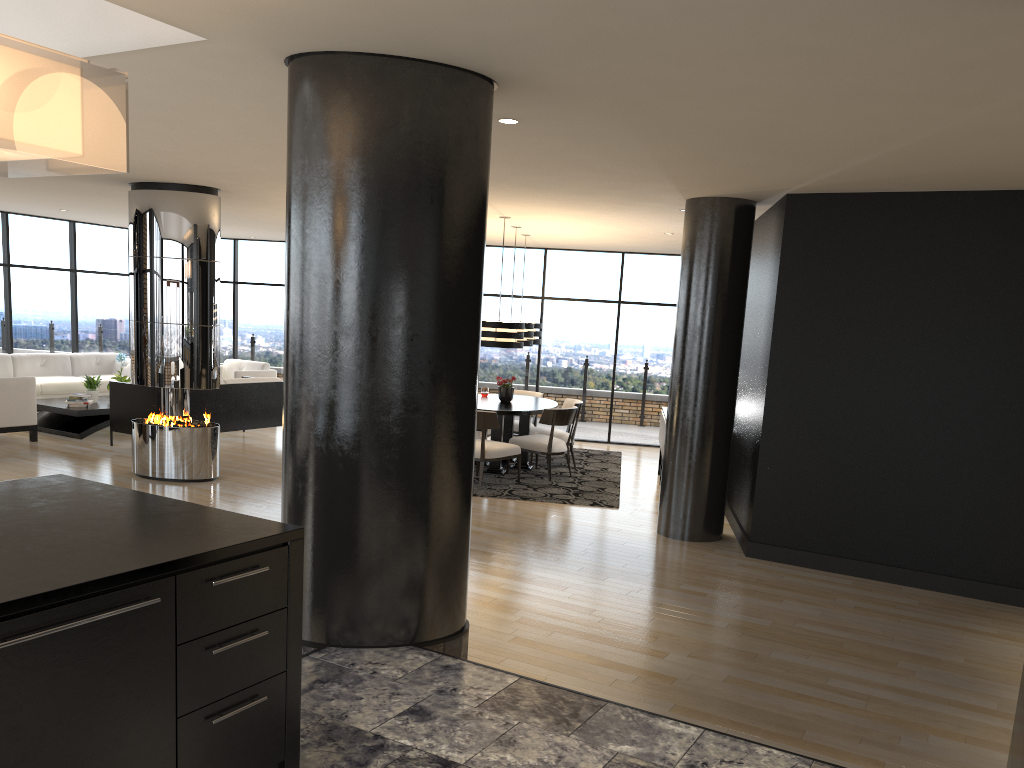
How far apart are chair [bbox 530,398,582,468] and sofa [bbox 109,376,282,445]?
3.4m

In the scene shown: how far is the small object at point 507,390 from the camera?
10.1m

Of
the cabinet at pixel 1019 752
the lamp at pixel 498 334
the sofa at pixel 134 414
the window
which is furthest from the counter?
the window

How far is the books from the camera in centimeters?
1068cm

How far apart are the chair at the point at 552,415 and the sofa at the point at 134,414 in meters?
3.5 m

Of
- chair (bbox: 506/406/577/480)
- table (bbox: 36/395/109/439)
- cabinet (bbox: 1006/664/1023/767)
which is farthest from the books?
cabinet (bbox: 1006/664/1023/767)

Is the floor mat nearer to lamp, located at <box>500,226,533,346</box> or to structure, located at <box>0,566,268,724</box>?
lamp, located at <box>500,226,533,346</box>

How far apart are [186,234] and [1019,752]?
7.63m

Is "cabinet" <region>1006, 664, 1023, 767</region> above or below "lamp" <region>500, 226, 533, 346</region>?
below

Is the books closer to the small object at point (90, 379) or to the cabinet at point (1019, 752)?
the small object at point (90, 379)
